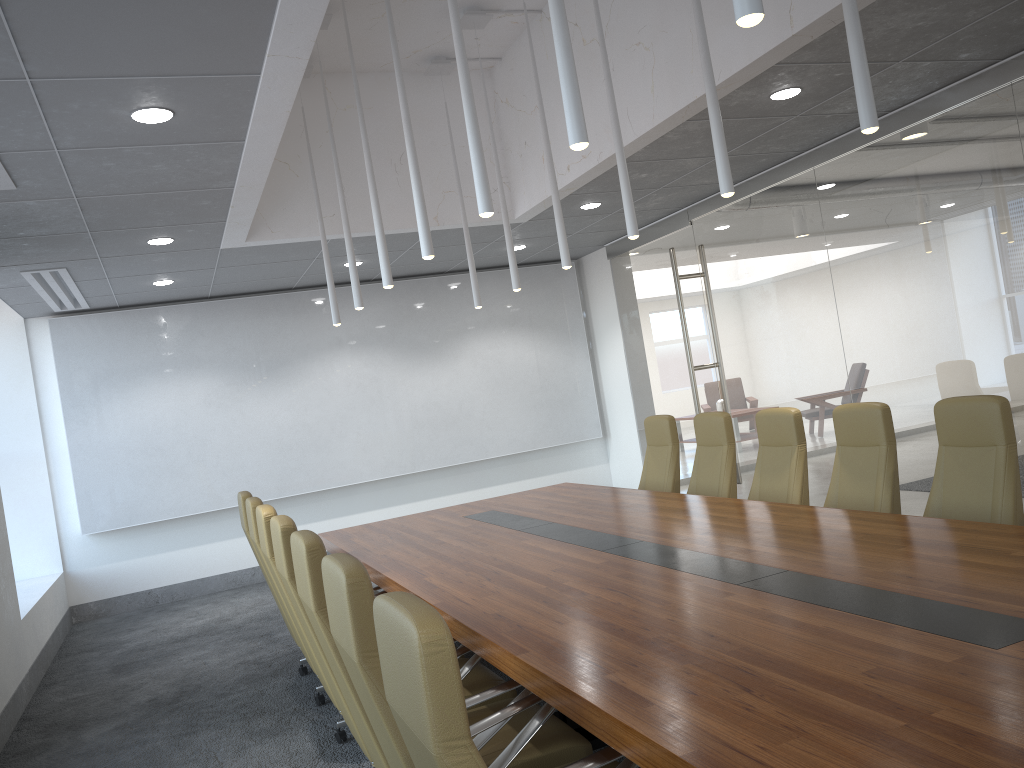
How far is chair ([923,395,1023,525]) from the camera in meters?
4.4 m

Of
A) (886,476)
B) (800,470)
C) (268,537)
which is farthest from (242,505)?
(886,476)

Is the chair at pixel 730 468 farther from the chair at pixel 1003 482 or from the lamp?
the chair at pixel 1003 482

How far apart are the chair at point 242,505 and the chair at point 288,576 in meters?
2.1 m

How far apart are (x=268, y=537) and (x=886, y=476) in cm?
352

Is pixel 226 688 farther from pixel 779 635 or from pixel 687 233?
pixel 687 233

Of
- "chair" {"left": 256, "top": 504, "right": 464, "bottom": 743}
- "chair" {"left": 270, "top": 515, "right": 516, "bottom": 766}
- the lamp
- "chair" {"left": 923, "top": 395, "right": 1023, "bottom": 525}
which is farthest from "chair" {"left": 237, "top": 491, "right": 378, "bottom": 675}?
"chair" {"left": 923, "top": 395, "right": 1023, "bottom": 525}

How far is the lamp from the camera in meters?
3.1 m

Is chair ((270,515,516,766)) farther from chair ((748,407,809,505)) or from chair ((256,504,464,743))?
chair ((748,407,809,505))

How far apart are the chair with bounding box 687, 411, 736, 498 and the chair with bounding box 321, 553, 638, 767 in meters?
3.7 m
